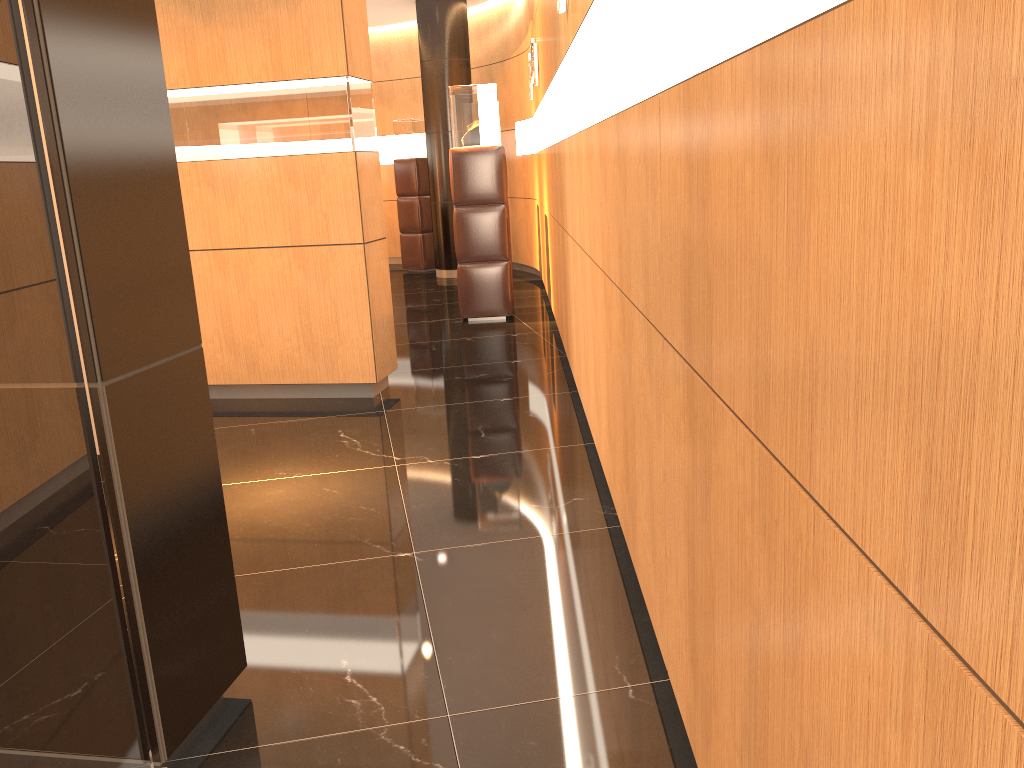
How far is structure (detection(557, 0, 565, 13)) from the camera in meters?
4.1

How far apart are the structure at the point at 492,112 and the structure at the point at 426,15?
3.37m

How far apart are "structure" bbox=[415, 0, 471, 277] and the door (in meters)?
9.43

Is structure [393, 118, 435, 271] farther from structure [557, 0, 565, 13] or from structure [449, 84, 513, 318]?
structure [557, 0, 565, 13]

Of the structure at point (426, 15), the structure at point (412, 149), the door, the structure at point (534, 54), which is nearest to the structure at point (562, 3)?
the door

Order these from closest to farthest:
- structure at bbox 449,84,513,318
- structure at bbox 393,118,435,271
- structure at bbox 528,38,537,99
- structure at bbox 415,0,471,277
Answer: structure at bbox 449,84,513,318, structure at bbox 528,38,537,99, structure at bbox 415,0,471,277, structure at bbox 393,118,435,271

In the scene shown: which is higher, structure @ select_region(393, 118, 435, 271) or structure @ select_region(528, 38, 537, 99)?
structure @ select_region(528, 38, 537, 99)

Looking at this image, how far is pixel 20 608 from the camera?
1.51m

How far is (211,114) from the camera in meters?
5.1 m

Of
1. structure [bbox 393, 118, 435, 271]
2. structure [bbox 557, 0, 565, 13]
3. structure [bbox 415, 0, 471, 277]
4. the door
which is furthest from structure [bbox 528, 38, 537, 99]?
the door
